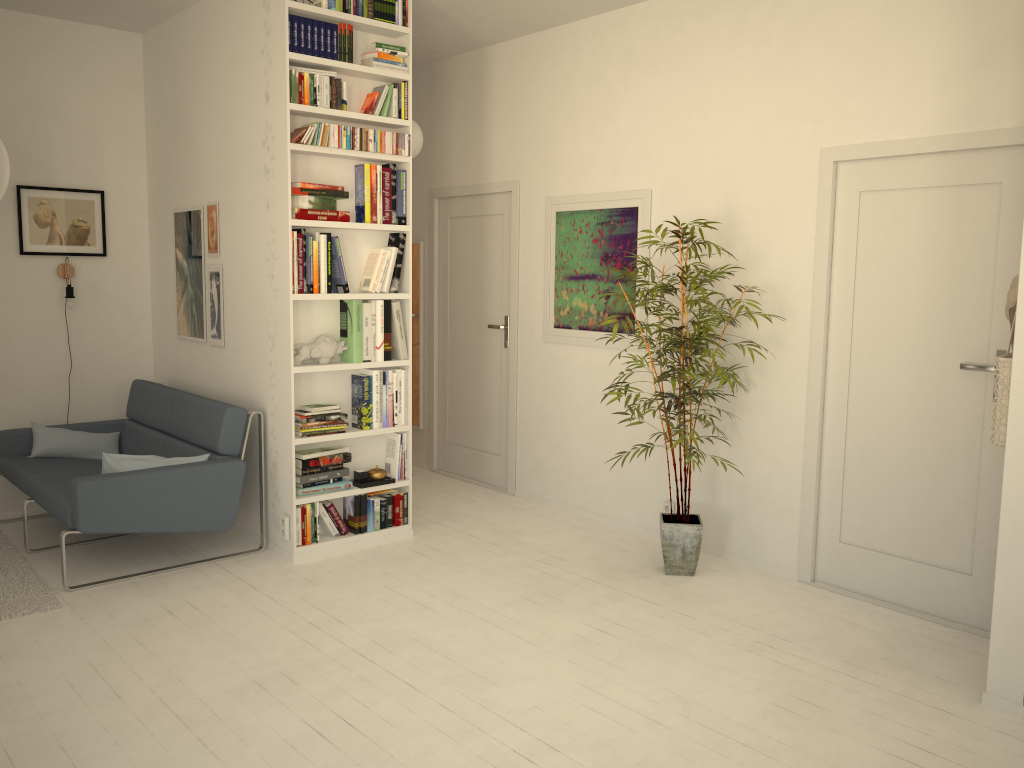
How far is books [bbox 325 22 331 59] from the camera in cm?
429

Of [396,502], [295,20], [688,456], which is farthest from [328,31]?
[688,456]

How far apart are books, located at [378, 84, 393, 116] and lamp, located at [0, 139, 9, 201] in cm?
180

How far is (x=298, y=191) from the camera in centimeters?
427cm

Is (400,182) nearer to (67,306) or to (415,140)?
(415,140)

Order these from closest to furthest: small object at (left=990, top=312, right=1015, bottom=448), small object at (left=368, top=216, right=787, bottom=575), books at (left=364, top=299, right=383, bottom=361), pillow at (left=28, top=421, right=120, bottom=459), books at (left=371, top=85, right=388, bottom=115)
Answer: small object at (left=990, top=312, right=1015, bottom=448) → small object at (left=368, top=216, right=787, bottom=575) → books at (left=371, top=85, right=388, bottom=115) → books at (left=364, top=299, right=383, bottom=361) → pillow at (left=28, top=421, right=120, bottom=459)

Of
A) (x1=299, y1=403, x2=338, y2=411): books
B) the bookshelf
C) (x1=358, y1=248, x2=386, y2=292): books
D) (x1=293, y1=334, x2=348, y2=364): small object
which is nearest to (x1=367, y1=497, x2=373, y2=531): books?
the bookshelf

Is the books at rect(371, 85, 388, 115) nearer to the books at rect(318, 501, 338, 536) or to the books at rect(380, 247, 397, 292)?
the books at rect(380, 247, 397, 292)

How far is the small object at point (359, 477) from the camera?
4.7m

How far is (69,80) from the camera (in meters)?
5.27
